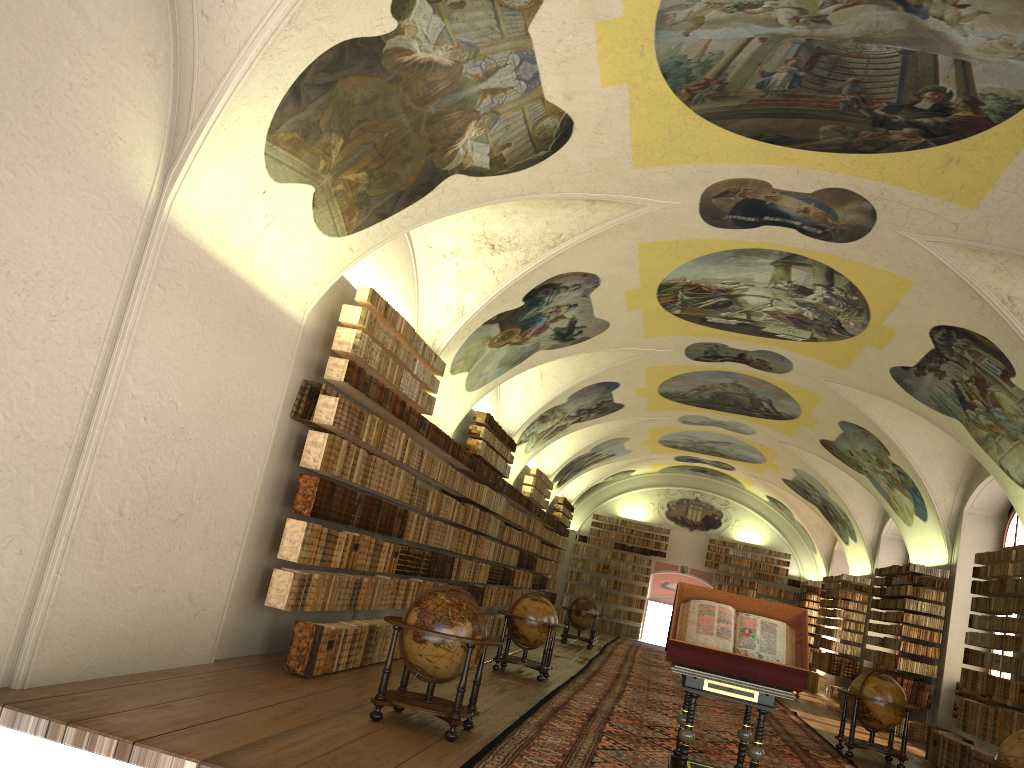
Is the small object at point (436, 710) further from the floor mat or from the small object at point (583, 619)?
the small object at point (583, 619)

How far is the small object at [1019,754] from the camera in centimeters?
793cm

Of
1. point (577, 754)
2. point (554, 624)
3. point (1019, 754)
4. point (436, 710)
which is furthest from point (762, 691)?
point (554, 624)

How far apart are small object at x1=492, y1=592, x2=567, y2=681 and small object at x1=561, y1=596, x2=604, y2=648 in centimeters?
994cm

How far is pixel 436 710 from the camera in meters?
8.7 m

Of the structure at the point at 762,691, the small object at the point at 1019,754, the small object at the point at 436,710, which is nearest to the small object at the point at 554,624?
the small object at the point at 436,710

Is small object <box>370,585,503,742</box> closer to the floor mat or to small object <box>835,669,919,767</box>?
the floor mat

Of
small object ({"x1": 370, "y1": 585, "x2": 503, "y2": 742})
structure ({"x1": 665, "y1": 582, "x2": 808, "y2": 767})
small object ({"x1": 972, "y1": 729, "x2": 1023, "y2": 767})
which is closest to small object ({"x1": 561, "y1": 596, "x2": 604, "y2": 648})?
structure ({"x1": 665, "y1": 582, "x2": 808, "y2": 767})

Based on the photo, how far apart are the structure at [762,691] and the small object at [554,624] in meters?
5.9 m

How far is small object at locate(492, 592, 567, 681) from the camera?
15.15m
